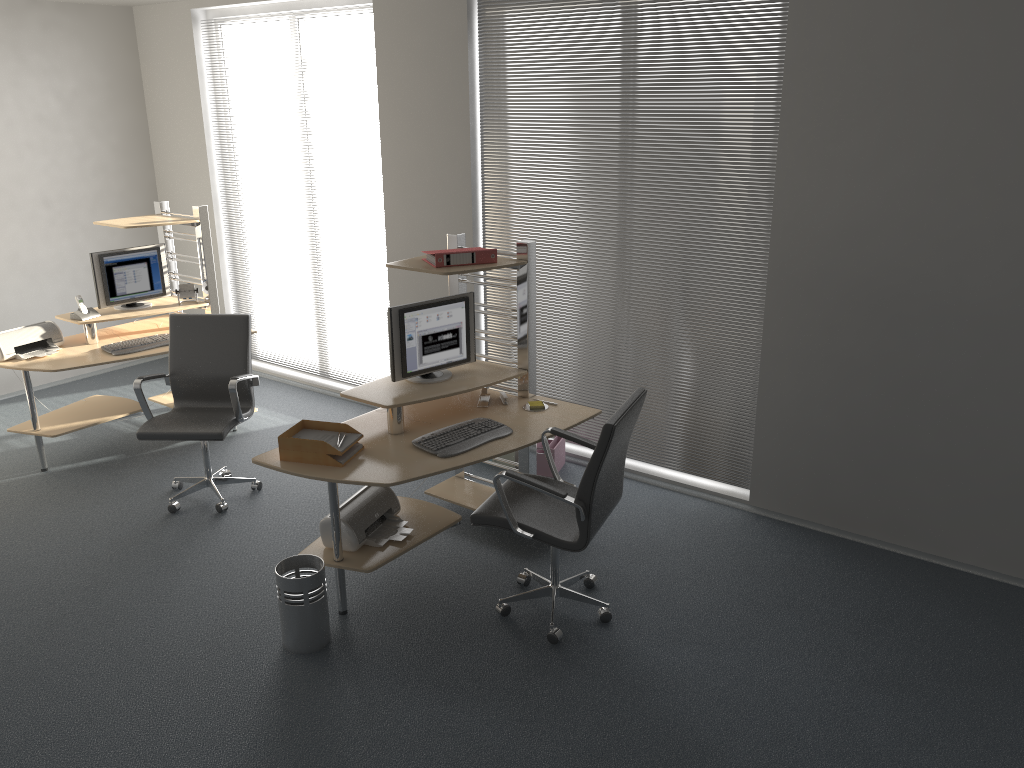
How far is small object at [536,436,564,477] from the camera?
5.51m

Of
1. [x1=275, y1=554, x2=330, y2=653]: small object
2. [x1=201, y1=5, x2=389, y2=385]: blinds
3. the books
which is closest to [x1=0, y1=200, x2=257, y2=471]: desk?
[x1=201, y1=5, x2=389, y2=385]: blinds

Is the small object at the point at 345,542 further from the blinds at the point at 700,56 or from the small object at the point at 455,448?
the blinds at the point at 700,56

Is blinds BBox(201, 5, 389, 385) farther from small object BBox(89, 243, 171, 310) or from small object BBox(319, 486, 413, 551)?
small object BBox(319, 486, 413, 551)

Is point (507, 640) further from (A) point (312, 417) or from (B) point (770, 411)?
(A) point (312, 417)

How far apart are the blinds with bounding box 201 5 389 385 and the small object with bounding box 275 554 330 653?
2.9m

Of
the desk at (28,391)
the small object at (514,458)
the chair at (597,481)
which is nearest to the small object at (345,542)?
the chair at (597,481)

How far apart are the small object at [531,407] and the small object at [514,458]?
1.0m

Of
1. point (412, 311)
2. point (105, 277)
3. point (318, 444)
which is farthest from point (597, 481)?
point (105, 277)

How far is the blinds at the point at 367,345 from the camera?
6.81m
